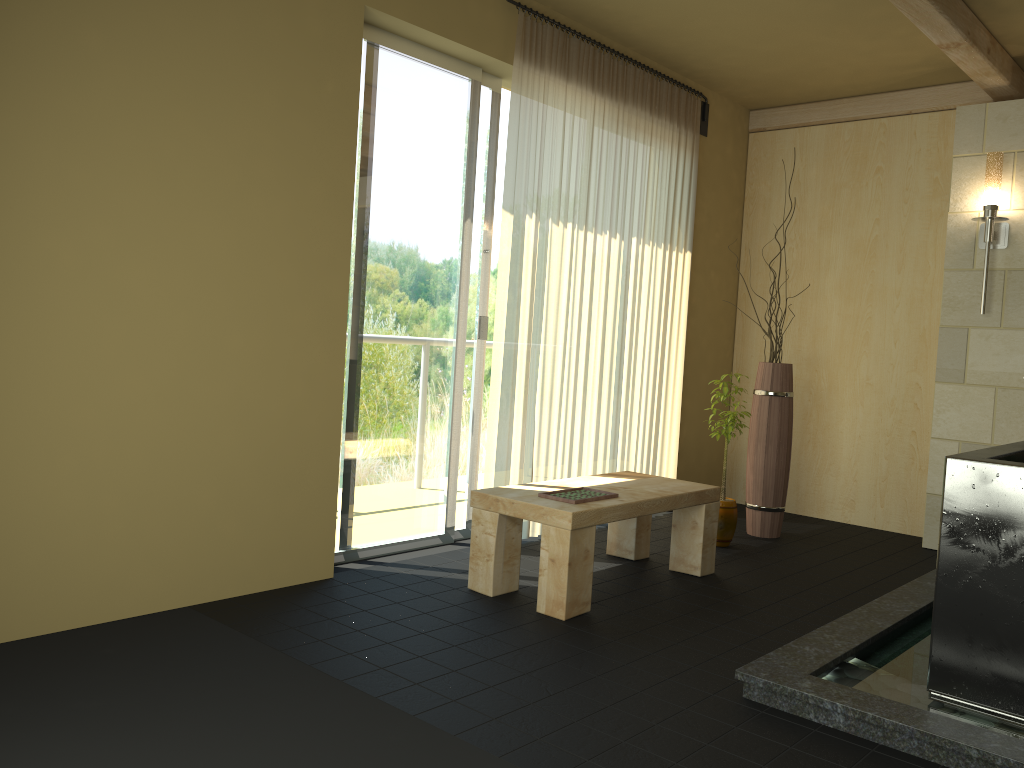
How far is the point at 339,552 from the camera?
3.9m

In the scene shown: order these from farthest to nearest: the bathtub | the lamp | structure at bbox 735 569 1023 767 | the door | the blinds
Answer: the lamp
the blinds
the door
the bathtub
structure at bbox 735 569 1023 767

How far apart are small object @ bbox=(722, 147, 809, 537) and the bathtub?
1.8 meters

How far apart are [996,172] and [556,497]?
3.0 meters

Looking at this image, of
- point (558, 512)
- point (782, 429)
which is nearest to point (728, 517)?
point (782, 429)

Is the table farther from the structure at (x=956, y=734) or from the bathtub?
the bathtub

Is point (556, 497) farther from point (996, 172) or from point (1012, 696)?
point (996, 172)

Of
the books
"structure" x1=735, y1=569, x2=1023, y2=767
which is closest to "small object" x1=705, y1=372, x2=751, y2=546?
"structure" x1=735, y1=569, x2=1023, y2=767

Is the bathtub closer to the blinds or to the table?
the table

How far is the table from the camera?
3.3 meters
